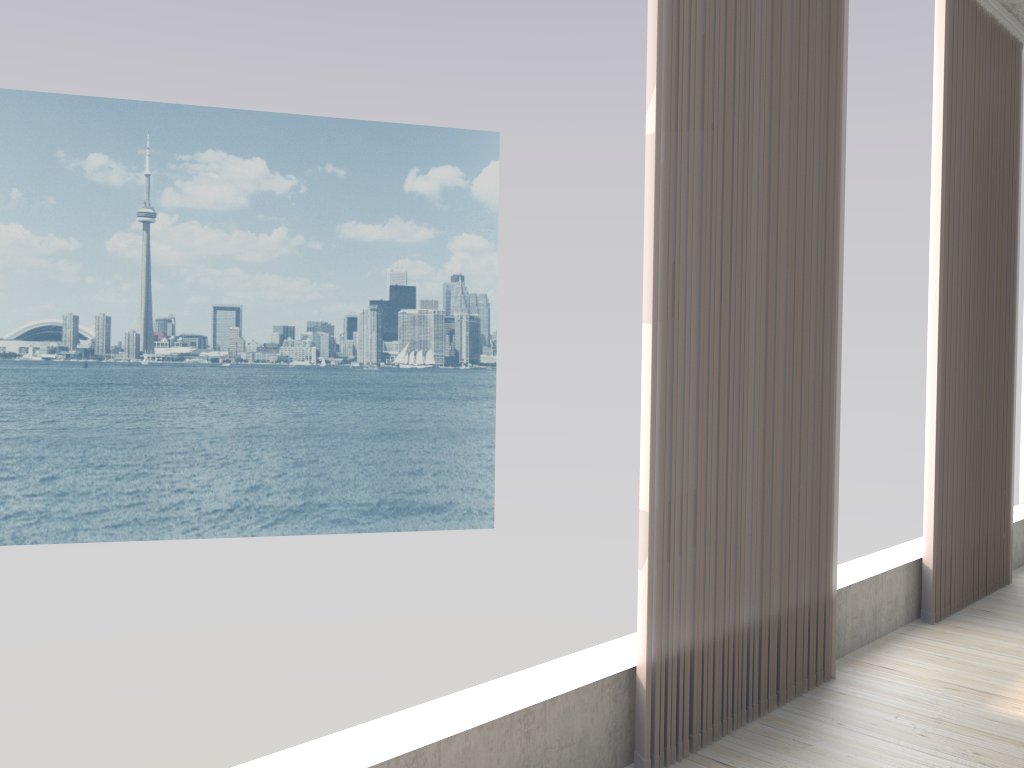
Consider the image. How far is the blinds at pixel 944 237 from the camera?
3.7 meters

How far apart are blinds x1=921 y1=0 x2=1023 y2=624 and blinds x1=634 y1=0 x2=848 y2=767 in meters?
0.9 m

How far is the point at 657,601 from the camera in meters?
2.3 m

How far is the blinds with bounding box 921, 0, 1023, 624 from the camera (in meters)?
3.74

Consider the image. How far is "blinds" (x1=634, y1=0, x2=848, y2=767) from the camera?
2.3 meters

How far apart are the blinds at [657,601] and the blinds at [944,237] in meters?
0.9 m

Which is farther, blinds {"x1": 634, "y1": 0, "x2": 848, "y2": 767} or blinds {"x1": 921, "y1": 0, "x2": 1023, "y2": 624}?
blinds {"x1": 921, "y1": 0, "x2": 1023, "y2": 624}
